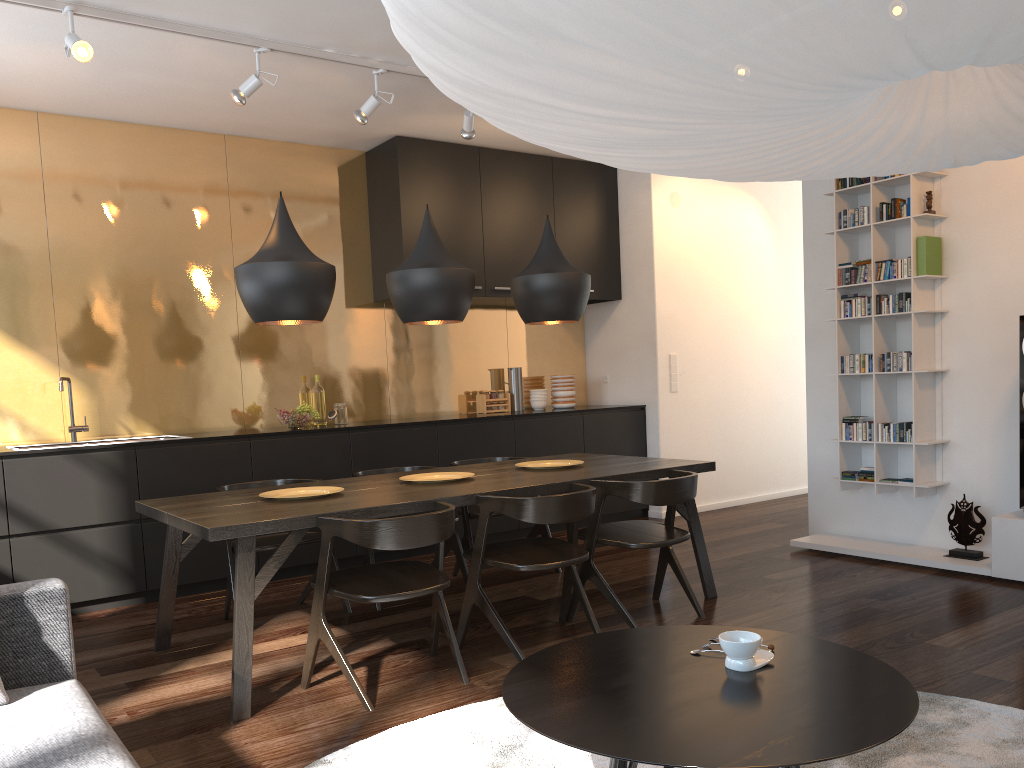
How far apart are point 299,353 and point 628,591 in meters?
2.8

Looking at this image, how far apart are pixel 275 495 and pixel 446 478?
0.8m

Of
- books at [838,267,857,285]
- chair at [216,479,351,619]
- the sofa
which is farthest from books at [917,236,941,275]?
the sofa

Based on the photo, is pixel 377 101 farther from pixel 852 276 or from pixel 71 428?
pixel 852 276

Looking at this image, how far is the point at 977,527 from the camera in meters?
4.7 m

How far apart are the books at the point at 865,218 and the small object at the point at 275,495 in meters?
3.4 m

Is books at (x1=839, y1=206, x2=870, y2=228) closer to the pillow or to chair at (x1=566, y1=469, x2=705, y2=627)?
chair at (x1=566, y1=469, x2=705, y2=627)

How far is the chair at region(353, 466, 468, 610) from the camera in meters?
4.5

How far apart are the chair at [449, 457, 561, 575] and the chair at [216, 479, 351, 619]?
0.8m

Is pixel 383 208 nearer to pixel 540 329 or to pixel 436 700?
pixel 540 329
